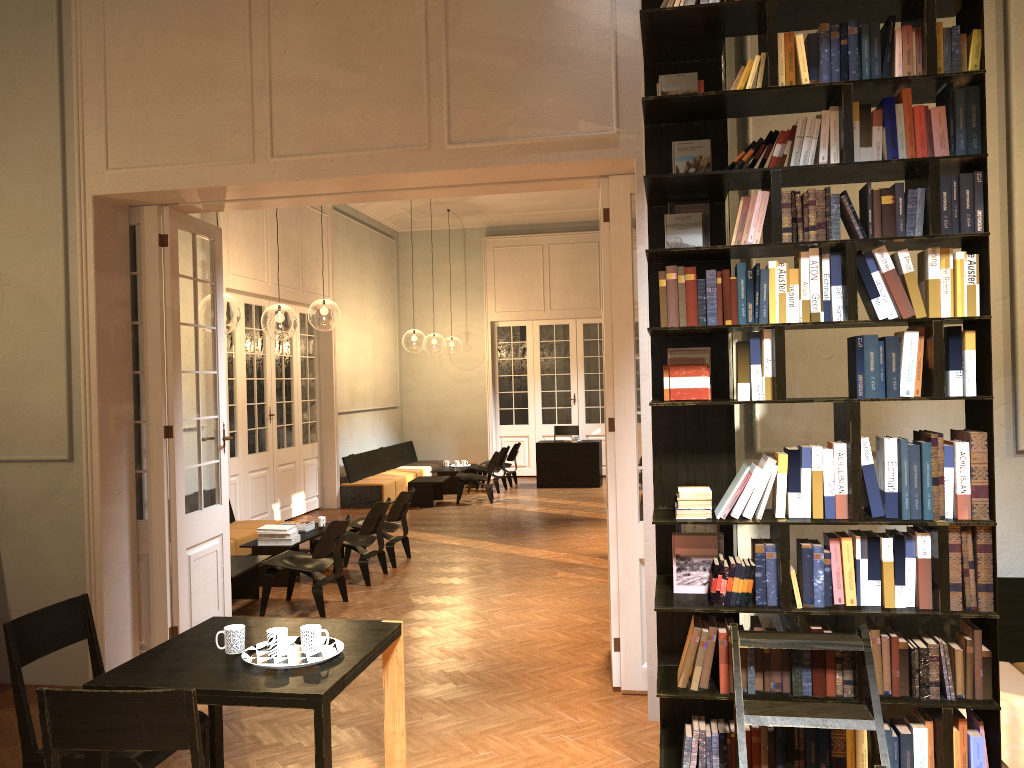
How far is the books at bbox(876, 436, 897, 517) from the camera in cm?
329

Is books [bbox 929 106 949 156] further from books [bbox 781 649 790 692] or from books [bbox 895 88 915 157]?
books [bbox 781 649 790 692]

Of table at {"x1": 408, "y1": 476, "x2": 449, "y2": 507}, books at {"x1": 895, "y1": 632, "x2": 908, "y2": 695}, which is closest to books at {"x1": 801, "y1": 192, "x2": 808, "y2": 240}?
books at {"x1": 895, "y1": 632, "x2": 908, "y2": 695}

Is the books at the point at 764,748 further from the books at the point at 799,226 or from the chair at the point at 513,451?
the chair at the point at 513,451

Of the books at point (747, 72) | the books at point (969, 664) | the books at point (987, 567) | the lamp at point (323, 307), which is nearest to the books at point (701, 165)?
the books at point (747, 72)

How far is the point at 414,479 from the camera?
14.5m

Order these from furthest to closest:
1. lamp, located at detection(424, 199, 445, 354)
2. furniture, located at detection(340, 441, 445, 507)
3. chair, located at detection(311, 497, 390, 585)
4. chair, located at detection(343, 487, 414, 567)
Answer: A: lamp, located at detection(424, 199, 445, 354), furniture, located at detection(340, 441, 445, 507), chair, located at detection(343, 487, 414, 567), chair, located at detection(311, 497, 390, 585)

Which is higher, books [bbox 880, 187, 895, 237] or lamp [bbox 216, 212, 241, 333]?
lamp [bbox 216, 212, 241, 333]

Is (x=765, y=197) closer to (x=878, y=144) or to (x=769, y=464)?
(x=878, y=144)

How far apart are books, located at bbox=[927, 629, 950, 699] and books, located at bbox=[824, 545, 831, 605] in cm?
40
